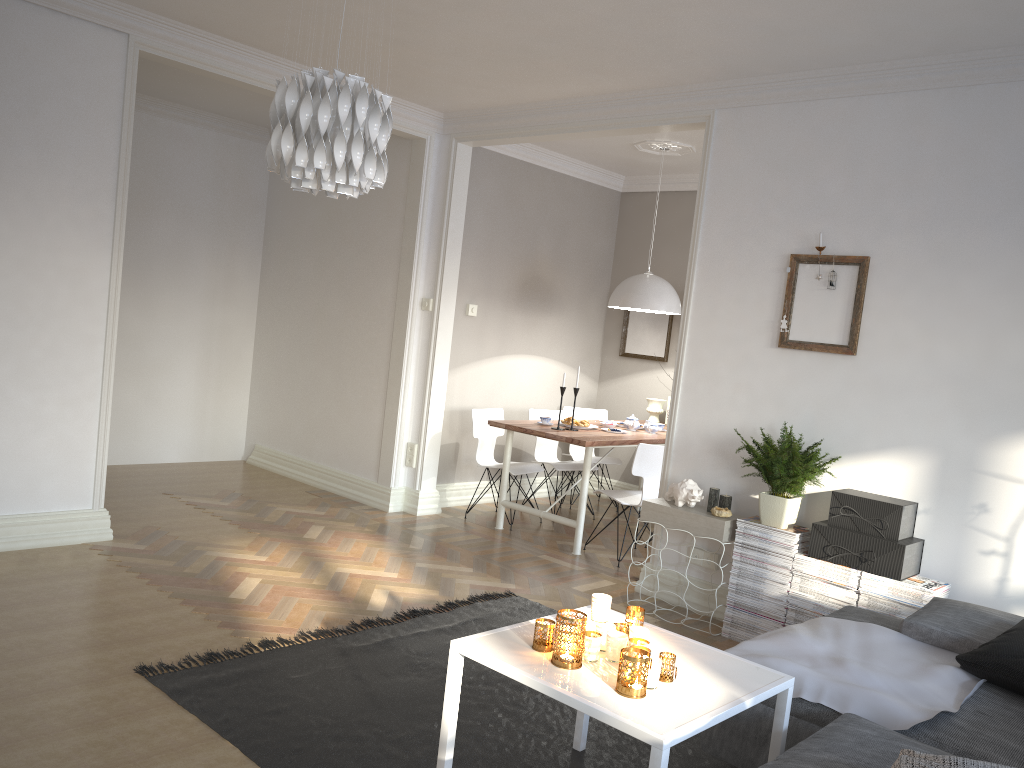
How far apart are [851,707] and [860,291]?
2.22m

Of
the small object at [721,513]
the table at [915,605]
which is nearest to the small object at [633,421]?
the small object at [721,513]

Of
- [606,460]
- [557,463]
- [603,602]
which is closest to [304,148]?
[603,602]

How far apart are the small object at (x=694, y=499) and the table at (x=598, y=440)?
0.90m

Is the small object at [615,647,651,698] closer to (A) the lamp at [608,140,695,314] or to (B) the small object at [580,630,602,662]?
(B) the small object at [580,630,602,662]

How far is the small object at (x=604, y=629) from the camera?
2.52m

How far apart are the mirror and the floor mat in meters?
3.4 m

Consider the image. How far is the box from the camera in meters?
3.8

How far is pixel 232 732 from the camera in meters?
2.8 m

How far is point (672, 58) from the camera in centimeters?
436cm
